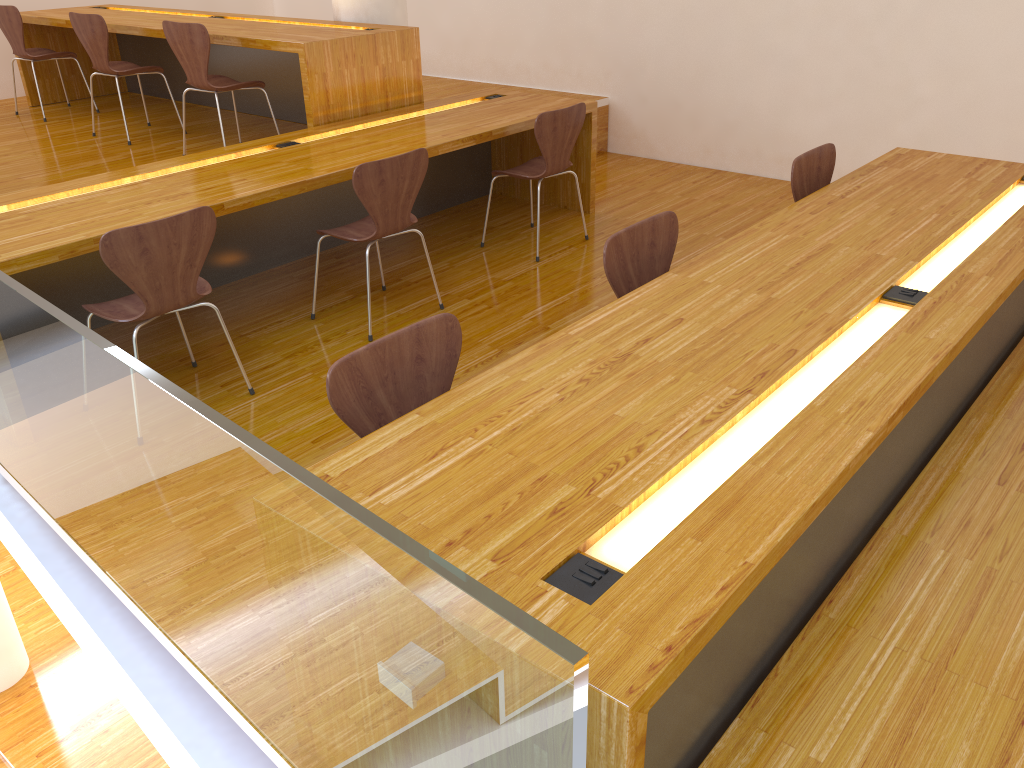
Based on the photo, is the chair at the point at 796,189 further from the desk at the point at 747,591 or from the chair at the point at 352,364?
the chair at the point at 352,364

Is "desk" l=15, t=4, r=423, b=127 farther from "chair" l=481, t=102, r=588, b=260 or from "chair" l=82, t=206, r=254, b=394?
"chair" l=82, t=206, r=254, b=394

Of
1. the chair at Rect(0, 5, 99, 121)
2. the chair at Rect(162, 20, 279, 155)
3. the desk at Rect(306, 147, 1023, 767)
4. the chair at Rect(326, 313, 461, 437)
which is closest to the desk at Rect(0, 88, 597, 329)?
the chair at Rect(162, 20, 279, 155)

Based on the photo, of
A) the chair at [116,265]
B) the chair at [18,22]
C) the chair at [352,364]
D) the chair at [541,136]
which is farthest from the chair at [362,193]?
the chair at [18,22]

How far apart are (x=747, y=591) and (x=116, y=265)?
2.12m

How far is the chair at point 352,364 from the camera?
1.82m

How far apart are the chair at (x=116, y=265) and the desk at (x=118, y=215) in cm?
16

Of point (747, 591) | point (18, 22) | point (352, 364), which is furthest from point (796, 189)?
point (18, 22)

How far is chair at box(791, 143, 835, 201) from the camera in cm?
321

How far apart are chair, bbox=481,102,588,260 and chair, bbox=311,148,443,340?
0.75m
